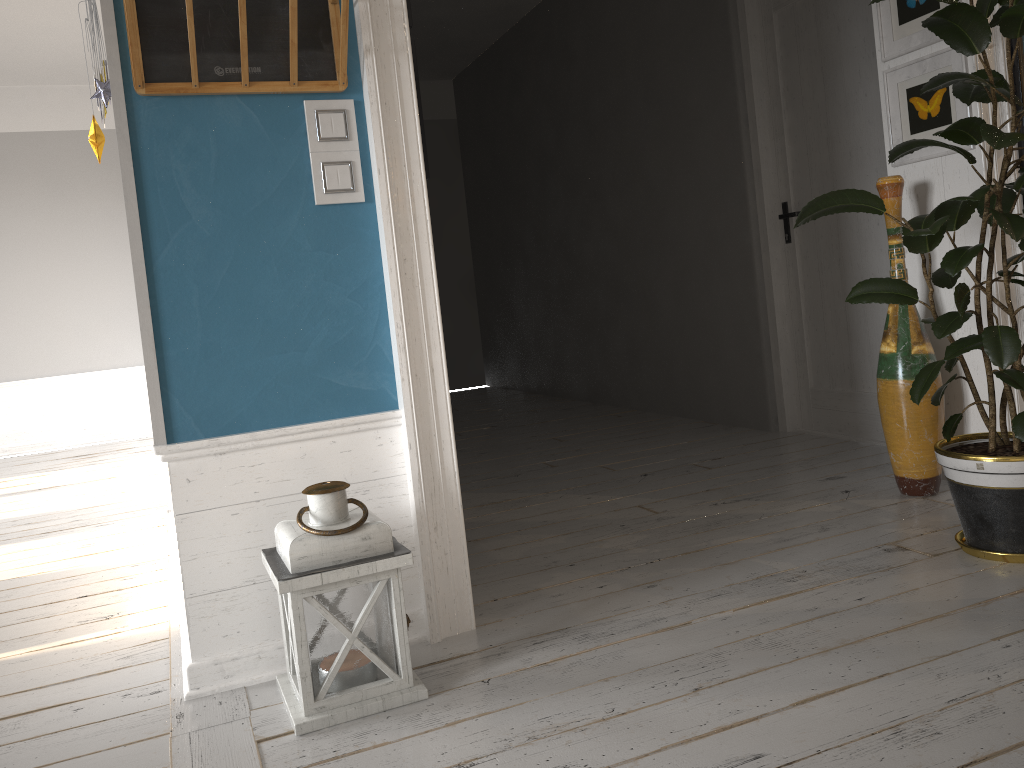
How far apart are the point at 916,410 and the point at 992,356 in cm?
76

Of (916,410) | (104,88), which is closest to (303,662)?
(104,88)

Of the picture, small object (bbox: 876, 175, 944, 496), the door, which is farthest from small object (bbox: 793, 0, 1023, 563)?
the door

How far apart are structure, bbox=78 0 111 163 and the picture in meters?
2.6

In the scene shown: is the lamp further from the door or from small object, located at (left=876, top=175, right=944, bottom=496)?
the door

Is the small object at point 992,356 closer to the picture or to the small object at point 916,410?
the picture

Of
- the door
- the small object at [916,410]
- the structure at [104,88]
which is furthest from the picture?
the structure at [104,88]

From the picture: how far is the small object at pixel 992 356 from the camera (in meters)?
2.30

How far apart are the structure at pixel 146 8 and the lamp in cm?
94

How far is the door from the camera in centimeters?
392cm
